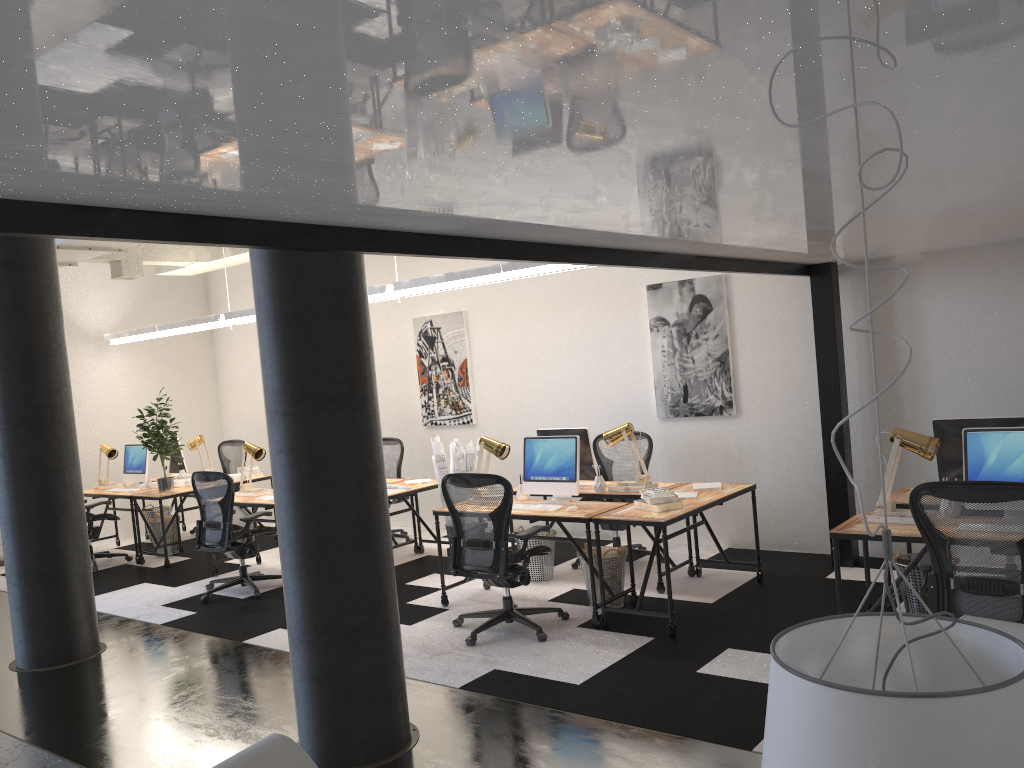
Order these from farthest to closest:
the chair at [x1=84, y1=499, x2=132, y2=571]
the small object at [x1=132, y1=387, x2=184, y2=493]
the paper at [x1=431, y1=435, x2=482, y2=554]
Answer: the chair at [x1=84, y1=499, x2=132, y2=571], the small object at [x1=132, y1=387, x2=184, y2=493], the paper at [x1=431, y1=435, x2=482, y2=554]

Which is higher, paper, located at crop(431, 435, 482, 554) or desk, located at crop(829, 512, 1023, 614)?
paper, located at crop(431, 435, 482, 554)

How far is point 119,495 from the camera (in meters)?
9.22

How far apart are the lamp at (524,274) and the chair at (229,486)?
1.9 meters

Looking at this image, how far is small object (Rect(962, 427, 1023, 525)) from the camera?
4.4 meters

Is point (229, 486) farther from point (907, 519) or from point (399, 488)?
point (907, 519)

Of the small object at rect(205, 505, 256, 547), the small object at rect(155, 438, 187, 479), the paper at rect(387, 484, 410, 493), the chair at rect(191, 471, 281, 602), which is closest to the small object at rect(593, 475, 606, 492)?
the paper at rect(387, 484, 410, 493)

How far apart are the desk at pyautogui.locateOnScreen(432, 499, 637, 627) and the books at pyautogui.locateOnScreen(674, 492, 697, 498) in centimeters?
47cm

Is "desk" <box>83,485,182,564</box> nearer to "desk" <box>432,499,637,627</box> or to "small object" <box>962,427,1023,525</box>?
"desk" <box>432,499,637,627</box>

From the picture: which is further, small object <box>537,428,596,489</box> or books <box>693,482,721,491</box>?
small object <box>537,428,596,489</box>
